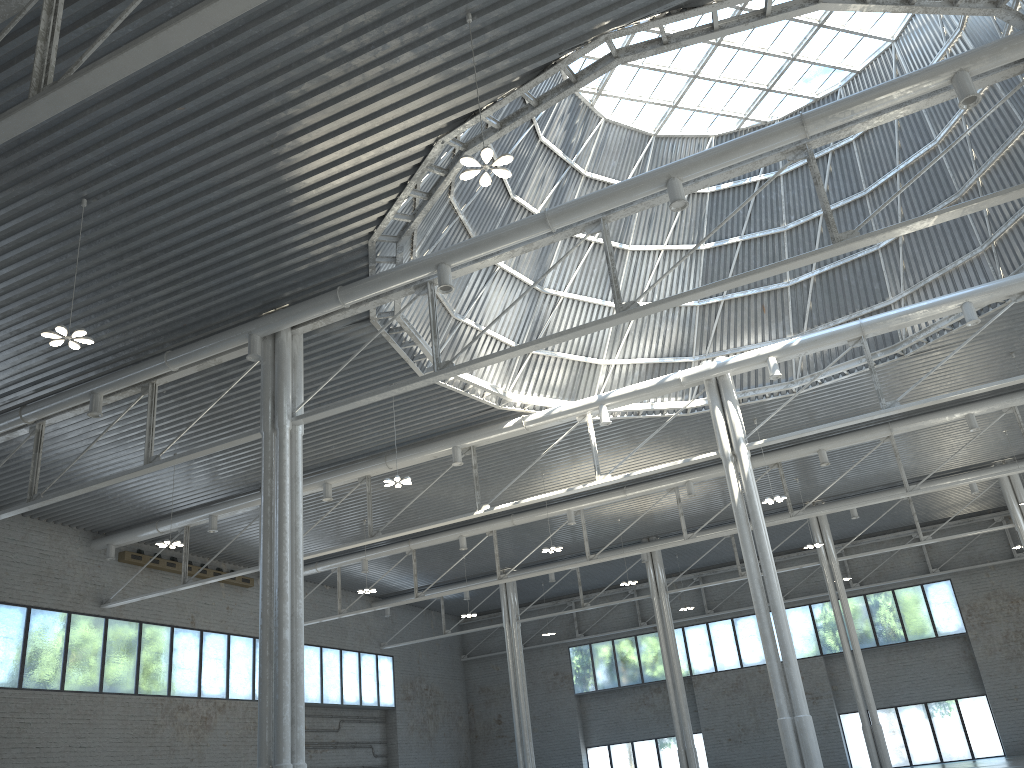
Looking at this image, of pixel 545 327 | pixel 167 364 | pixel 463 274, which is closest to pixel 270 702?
pixel 167 364
